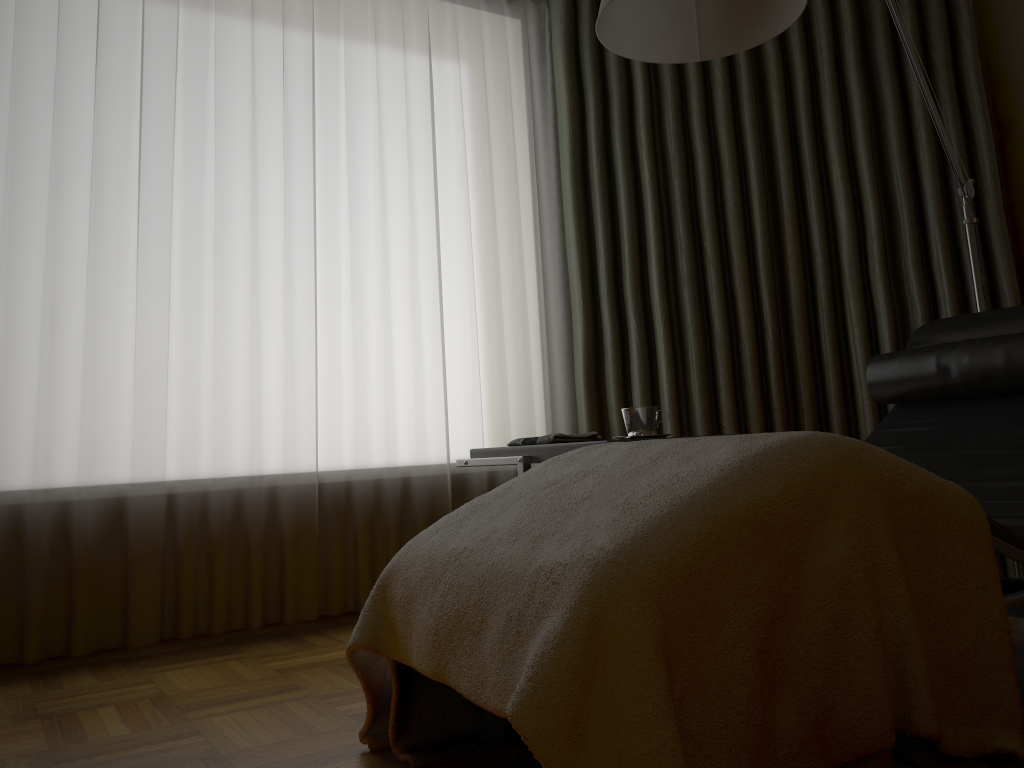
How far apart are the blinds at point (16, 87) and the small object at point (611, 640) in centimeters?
112cm

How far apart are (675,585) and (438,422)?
1.96m

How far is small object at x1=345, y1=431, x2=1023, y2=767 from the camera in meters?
1.1 m

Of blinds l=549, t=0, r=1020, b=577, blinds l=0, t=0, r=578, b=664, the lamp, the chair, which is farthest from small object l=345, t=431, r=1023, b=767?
blinds l=549, t=0, r=1020, b=577

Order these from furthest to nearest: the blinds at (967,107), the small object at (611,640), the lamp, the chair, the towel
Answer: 1. the blinds at (967,107)
2. the towel
3. the lamp
4. the chair
5. the small object at (611,640)

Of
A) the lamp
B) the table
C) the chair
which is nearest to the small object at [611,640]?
the chair

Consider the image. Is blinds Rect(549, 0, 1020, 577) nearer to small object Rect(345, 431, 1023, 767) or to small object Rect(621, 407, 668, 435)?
small object Rect(621, 407, 668, 435)

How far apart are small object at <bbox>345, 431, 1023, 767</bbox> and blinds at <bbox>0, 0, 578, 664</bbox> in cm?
112

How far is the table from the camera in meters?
2.1

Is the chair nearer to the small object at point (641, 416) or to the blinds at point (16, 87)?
the small object at point (641, 416)
